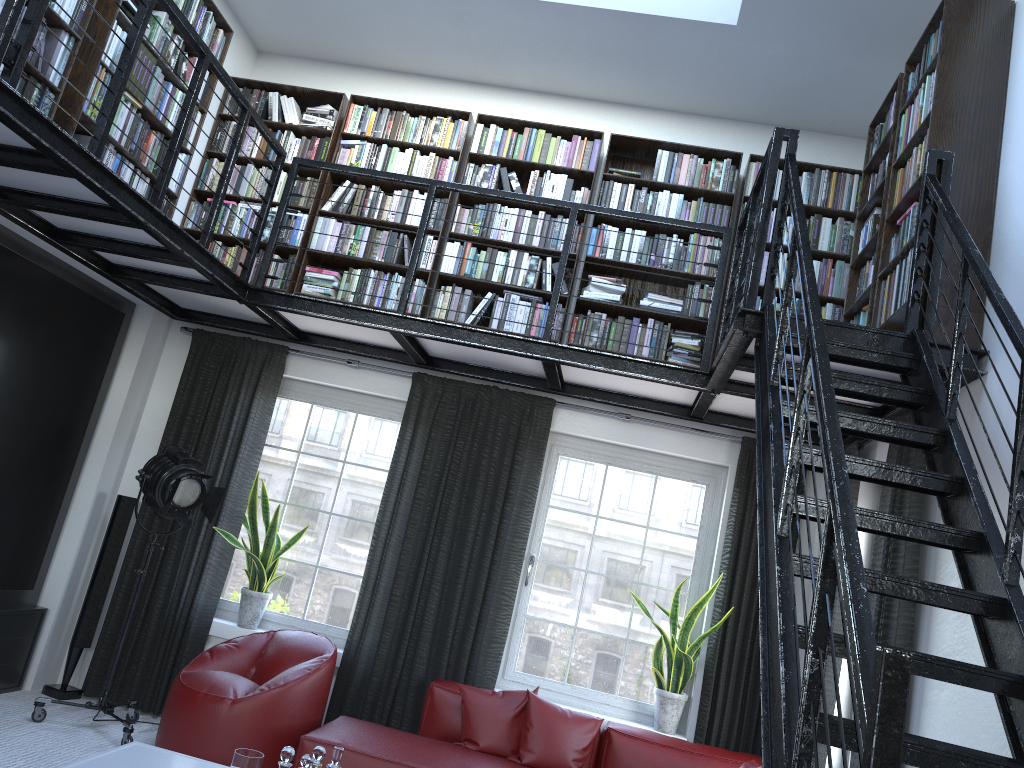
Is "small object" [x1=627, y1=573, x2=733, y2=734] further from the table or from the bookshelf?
the table

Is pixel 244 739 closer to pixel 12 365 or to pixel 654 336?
pixel 12 365

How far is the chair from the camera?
4.48m

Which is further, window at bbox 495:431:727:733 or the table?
window at bbox 495:431:727:733

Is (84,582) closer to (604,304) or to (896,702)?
(604,304)

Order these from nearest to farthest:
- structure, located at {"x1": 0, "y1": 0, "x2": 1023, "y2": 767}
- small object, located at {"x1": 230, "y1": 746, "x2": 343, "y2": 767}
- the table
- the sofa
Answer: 1. structure, located at {"x1": 0, "y1": 0, "x2": 1023, "y2": 767}
2. small object, located at {"x1": 230, "y1": 746, "x2": 343, "y2": 767}
3. the table
4. the sofa

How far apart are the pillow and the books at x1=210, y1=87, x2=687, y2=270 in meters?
2.6 m

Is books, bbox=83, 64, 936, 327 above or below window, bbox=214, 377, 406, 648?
above

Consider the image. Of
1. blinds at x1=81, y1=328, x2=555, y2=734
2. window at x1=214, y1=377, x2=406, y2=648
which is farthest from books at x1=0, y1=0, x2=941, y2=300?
window at x1=214, y1=377, x2=406, y2=648

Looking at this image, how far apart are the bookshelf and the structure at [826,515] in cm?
7
